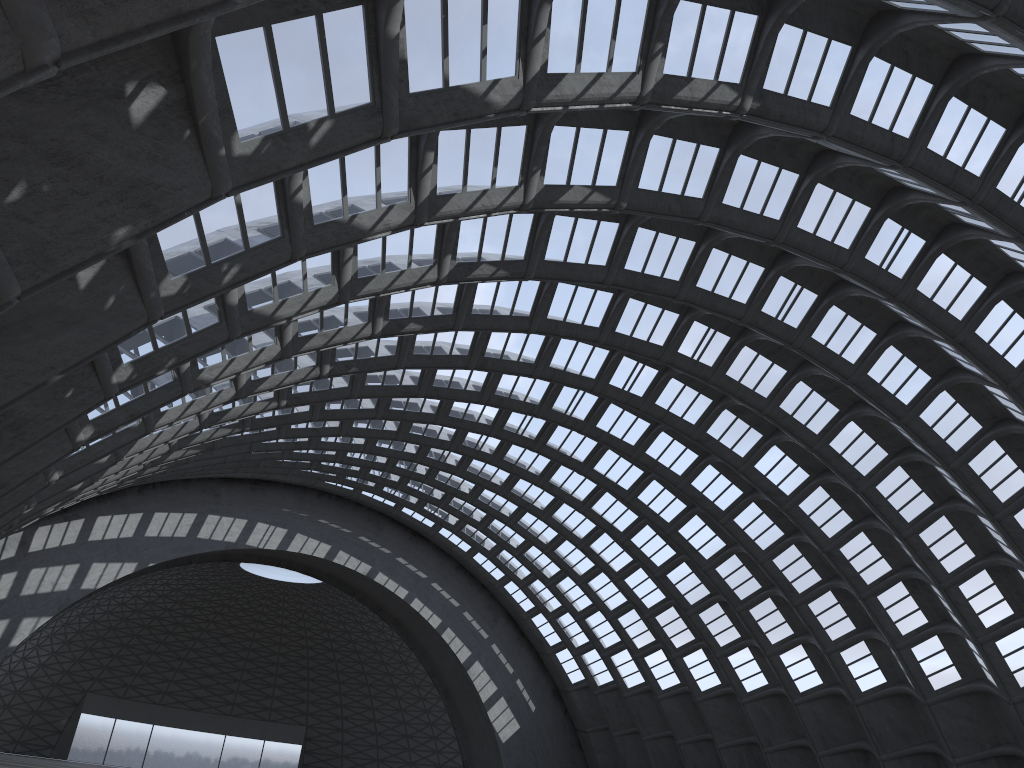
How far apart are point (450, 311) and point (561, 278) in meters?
3.9
